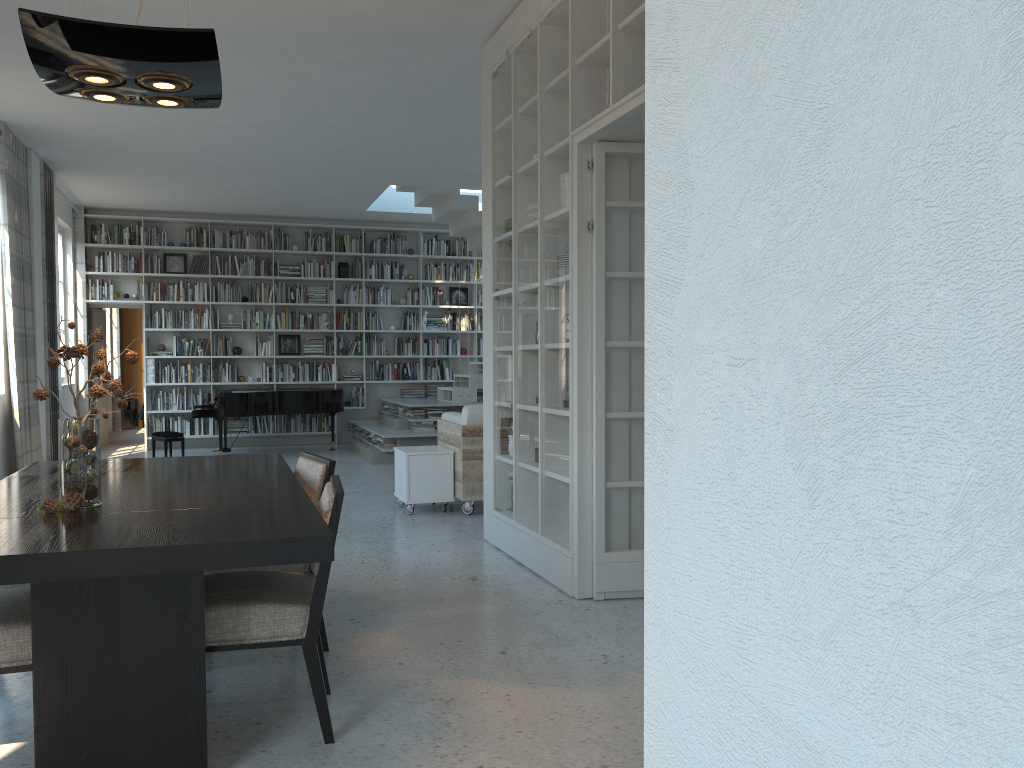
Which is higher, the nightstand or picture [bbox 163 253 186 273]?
picture [bbox 163 253 186 273]

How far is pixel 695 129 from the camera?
1.01m

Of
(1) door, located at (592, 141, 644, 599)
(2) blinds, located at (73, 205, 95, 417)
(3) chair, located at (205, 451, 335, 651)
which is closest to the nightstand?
(2) blinds, located at (73, 205, 95, 417)

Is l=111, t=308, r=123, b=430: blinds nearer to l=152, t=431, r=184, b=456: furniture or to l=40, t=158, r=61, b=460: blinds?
l=152, t=431, r=184, b=456: furniture

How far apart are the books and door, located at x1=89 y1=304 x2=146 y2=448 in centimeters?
114cm

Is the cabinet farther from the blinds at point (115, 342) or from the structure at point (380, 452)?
the blinds at point (115, 342)

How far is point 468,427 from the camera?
6.68m

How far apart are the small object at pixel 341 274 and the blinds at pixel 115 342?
5.1 meters

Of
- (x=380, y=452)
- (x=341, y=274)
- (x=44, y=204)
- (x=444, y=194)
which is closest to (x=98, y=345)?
(x=341, y=274)

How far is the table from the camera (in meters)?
2.20
